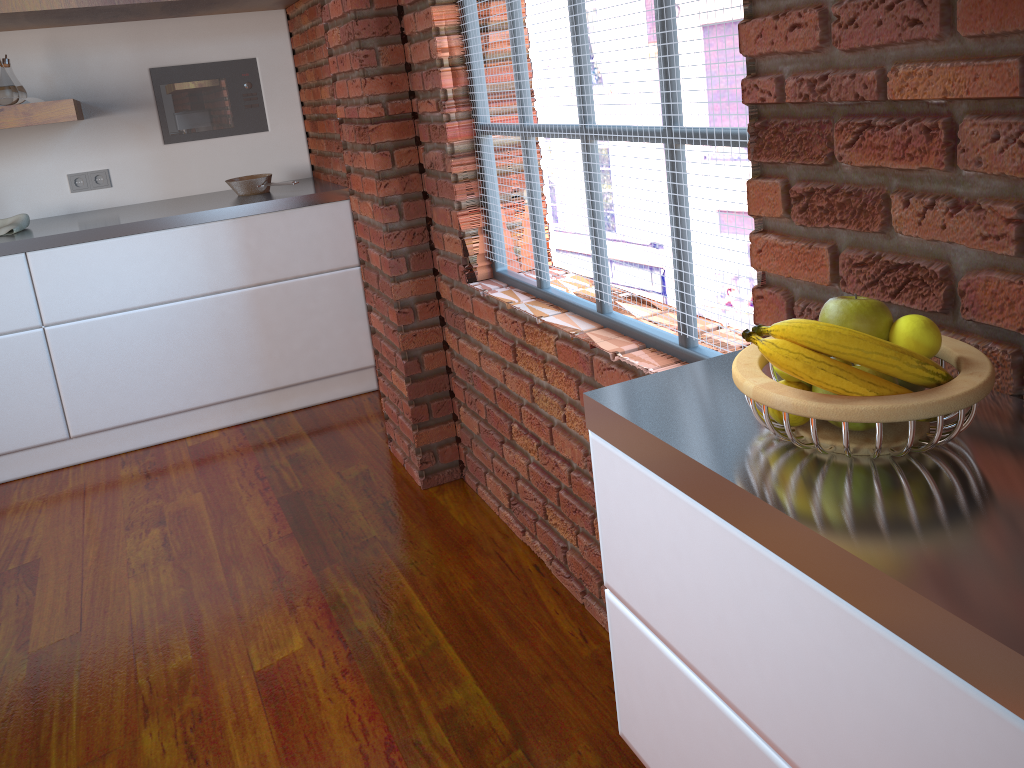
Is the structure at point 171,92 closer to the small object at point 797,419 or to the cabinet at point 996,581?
the cabinet at point 996,581

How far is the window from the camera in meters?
1.5

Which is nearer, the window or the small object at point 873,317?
the small object at point 873,317

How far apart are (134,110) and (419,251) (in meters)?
1.88

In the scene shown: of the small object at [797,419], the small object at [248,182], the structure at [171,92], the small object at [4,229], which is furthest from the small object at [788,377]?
the structure at [171,92]

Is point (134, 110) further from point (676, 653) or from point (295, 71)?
point (676, 653)

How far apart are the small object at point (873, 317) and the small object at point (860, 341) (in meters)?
0.05

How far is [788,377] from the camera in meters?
0.9 m

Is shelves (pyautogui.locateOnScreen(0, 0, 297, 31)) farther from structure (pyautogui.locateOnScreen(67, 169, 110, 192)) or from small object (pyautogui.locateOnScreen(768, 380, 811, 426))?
small object (pyautogui.locateOnScreen(768, 380, 811, 426))

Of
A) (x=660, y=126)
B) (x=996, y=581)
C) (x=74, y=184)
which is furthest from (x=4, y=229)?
(x=996, y=581)
